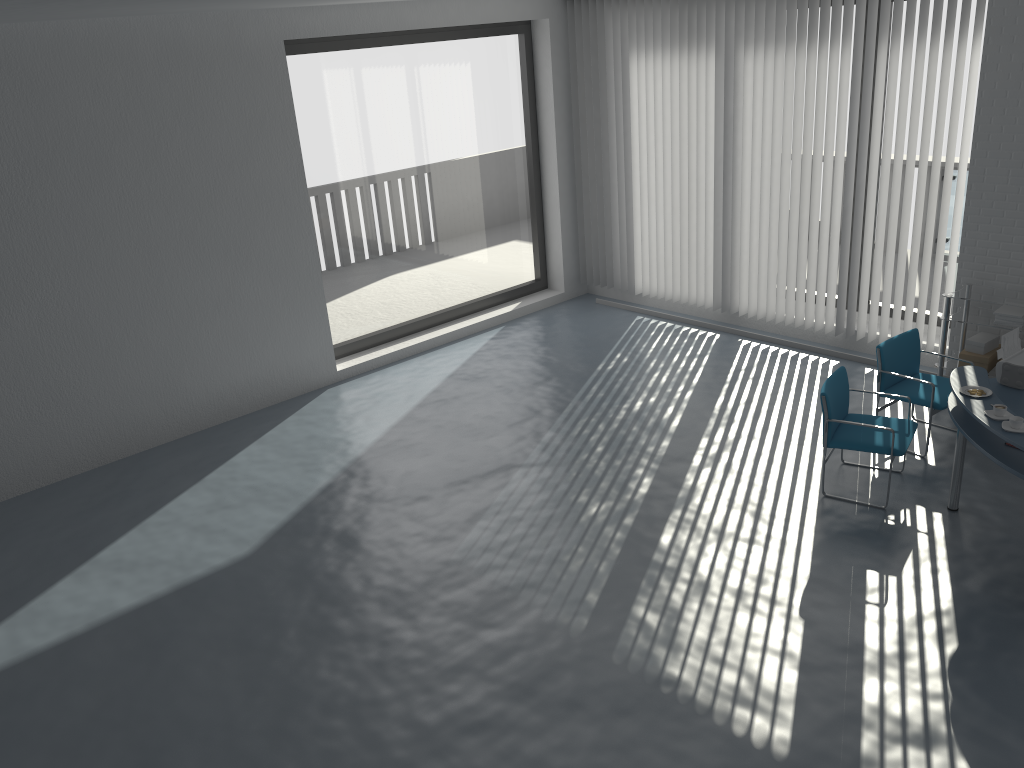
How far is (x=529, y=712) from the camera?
4.1 meters

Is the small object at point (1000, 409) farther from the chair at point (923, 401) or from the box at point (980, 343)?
the box at point (980, 343)

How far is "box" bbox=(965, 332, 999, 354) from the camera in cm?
651

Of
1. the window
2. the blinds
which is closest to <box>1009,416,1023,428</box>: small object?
the blinds

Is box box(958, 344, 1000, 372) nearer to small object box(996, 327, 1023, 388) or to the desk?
small object box(996, 327, 1023, 388)

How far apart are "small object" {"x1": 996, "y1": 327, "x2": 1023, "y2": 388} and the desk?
0.0m

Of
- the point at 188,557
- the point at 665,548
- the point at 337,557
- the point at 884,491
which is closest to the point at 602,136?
the point at 884,491

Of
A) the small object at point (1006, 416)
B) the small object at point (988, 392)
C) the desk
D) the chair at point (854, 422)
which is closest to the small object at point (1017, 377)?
the desk

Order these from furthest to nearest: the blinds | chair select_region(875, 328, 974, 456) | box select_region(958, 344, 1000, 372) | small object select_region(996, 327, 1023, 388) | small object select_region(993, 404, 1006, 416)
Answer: the blinds < box select_region(958, 344, 1000, 372) < chair select_region(875, 328, 974, 456) < small object select_region(996, 327, 1023, 388) < small object select_region(993, 404, 1006, 416)

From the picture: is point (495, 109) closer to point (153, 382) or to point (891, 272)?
point (891, 272)
